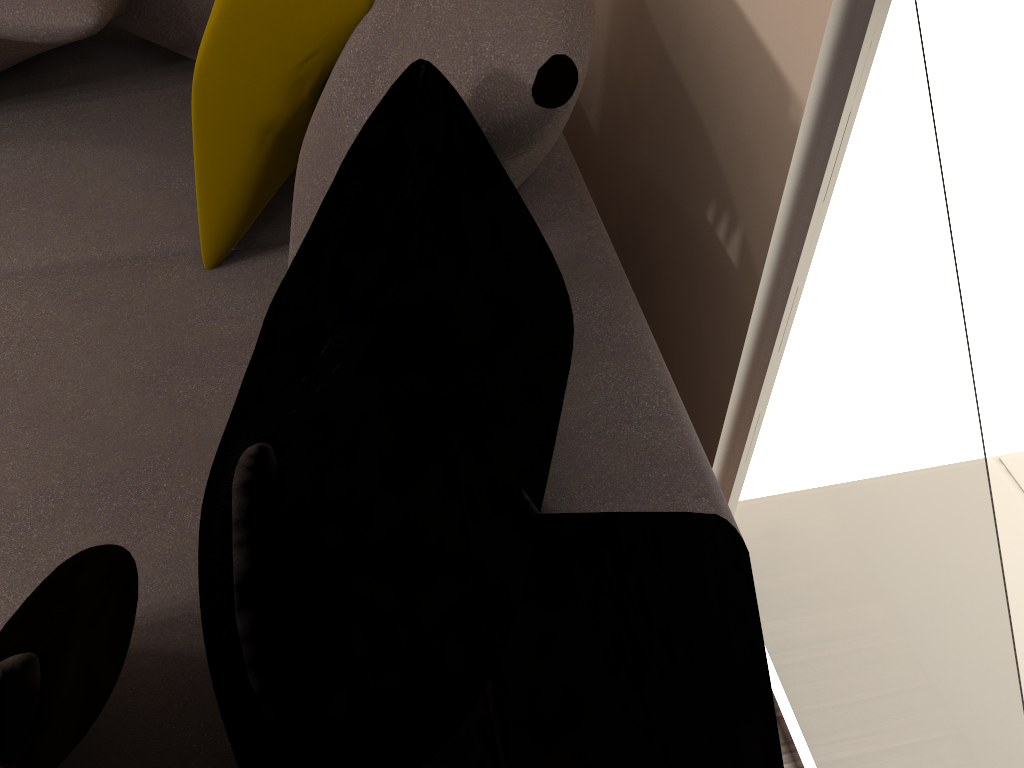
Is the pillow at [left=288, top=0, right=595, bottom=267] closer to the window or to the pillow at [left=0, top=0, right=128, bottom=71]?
the window

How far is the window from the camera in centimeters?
90cm

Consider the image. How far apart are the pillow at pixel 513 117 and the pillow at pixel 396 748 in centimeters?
2cm

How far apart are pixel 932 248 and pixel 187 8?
1.4 meters

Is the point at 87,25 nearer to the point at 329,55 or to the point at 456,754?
the point at 329,55

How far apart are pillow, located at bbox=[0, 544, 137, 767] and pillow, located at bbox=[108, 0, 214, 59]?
1.19m

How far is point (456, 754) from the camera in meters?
0.9

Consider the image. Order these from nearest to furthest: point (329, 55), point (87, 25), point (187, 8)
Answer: point (329, 55), point (87, 25), point (187, 8)

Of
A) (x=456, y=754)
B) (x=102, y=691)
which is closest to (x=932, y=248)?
(x=456, y=754)

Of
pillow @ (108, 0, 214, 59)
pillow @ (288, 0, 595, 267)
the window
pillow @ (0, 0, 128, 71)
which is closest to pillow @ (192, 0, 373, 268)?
pillow @ (288, 0, 595, 267)
